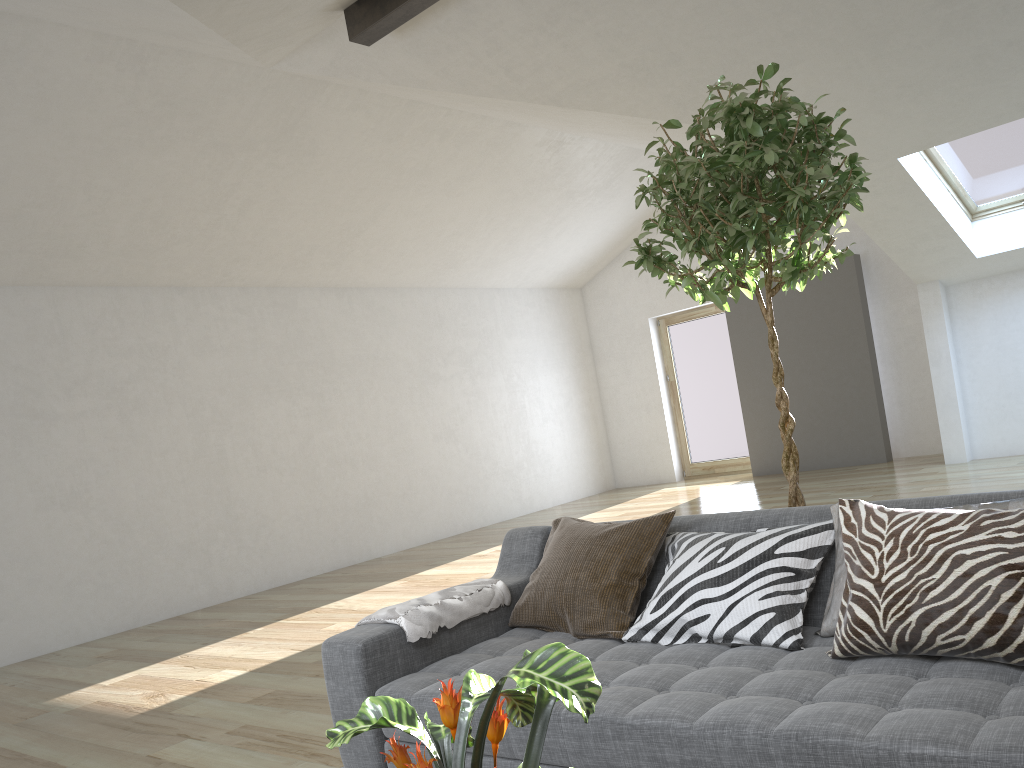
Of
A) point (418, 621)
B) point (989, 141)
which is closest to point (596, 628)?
point (418, 621)

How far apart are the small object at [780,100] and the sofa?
0.40m

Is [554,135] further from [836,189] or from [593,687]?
[593,687]

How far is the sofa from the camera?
1.6m

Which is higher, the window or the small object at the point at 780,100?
the window

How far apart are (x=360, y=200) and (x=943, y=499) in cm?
665

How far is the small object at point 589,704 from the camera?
0.9 meters

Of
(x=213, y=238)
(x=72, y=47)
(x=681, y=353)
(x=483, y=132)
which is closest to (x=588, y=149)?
(x=483, y=132)

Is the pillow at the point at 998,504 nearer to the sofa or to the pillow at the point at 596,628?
the sofa

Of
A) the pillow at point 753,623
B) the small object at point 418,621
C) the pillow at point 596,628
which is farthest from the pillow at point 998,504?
the small object at point 418,621
